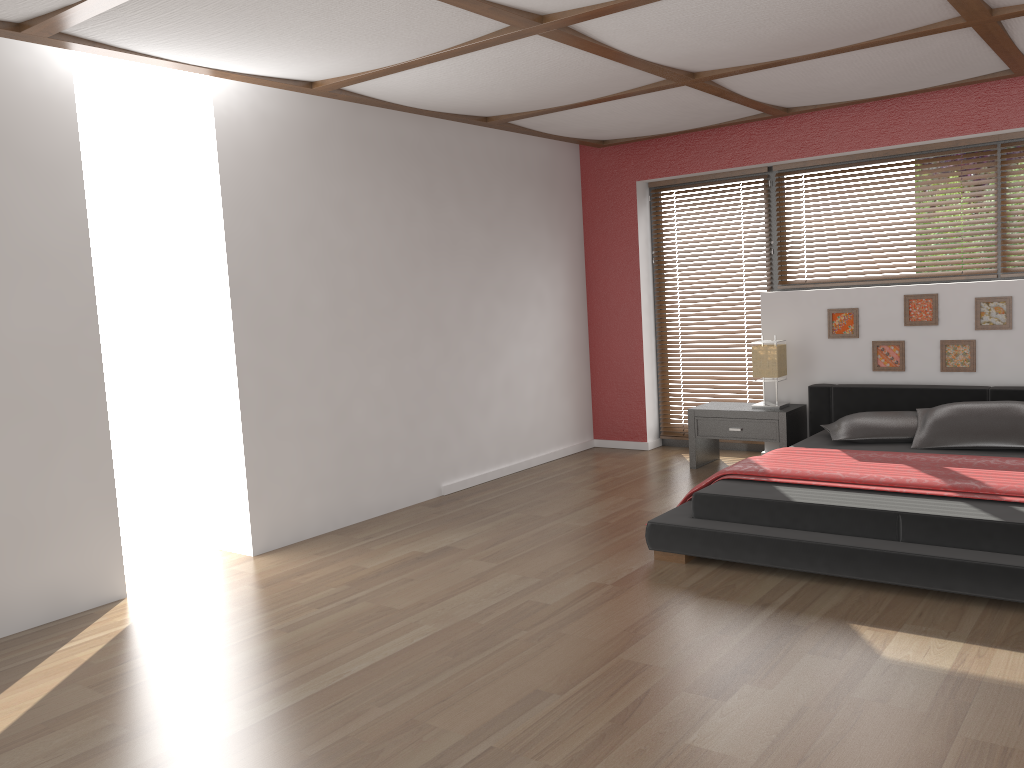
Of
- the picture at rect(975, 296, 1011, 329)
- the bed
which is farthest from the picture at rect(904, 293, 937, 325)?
the bed

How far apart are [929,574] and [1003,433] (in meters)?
1.66

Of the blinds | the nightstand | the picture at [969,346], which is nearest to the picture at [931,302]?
the picture at [969,346]

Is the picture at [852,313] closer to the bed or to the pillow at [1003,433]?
the bed

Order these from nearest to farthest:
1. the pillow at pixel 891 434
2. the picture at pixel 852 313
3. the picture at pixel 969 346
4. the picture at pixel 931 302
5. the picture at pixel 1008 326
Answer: the pillow at pixel 891 434 < the picture at pixel 1008 326 < the picture at pixel 969 346 < the picture at pixel 931 302 < the picture at pixel 852 313

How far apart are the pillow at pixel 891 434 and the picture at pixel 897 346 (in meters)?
0.61

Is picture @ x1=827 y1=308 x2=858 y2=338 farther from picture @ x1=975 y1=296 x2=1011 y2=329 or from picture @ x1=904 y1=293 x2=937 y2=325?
picture @ x1=975 y1=296 x2=1011 y2=329

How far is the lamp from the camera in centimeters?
593cm

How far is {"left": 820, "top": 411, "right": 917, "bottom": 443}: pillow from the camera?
5.1 meters

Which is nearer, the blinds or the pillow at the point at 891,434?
the pillow at the point at 891,434
